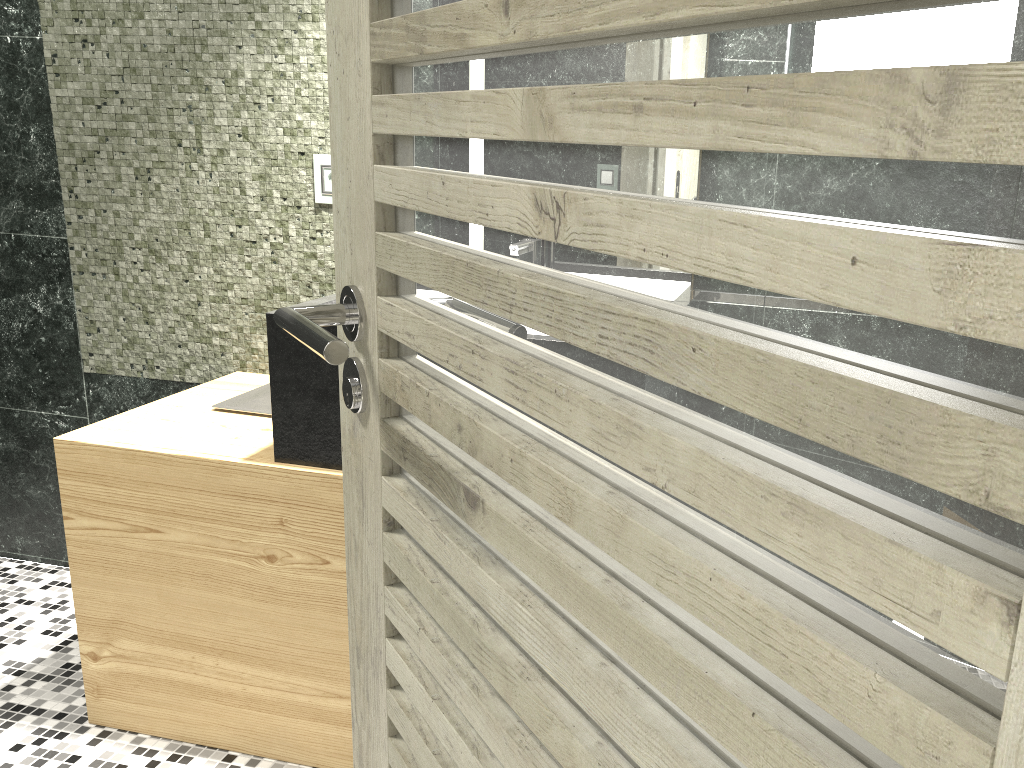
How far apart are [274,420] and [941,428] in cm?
173

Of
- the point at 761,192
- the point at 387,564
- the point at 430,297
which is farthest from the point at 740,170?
the point at 387,564

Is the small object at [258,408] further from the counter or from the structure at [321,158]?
the structure at [321,158]

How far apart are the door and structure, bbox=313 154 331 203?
1.5 meters

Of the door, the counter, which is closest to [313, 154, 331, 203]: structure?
the counter

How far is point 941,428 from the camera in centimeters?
34cm

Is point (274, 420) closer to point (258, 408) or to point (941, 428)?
point (258, 408)

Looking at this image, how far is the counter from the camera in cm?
192

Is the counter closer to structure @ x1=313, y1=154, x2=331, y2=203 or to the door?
structure @ x1=313, y1=154, x2=331, y2=203

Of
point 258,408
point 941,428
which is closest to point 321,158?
point 258,408
